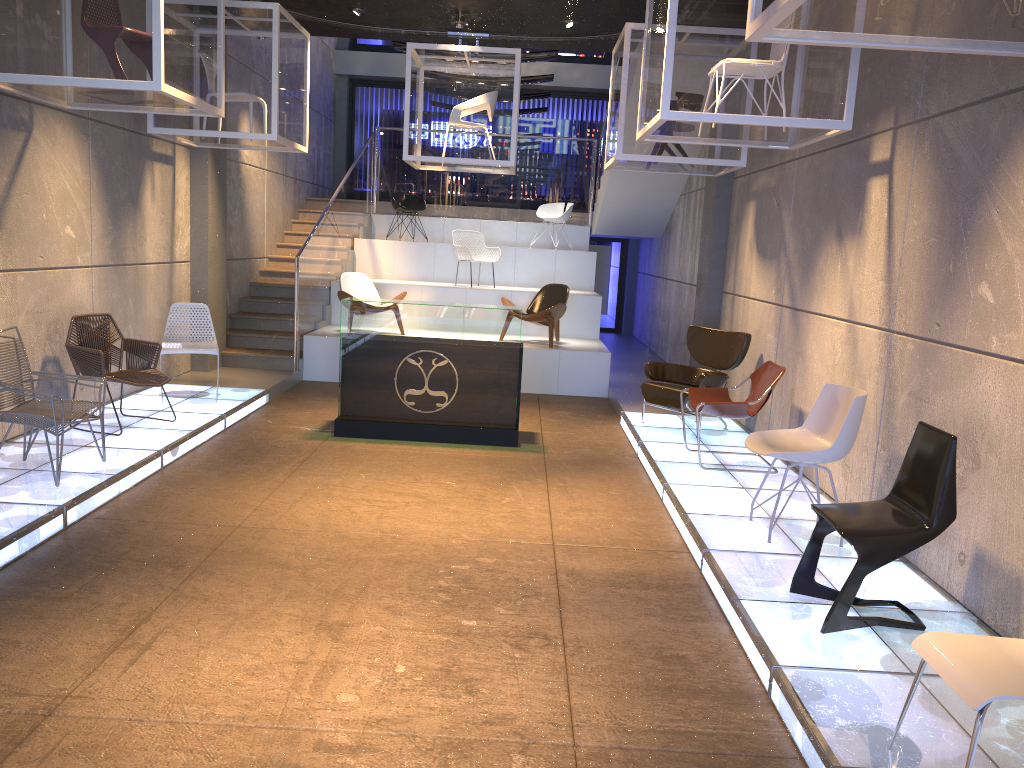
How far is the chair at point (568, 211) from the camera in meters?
14.2

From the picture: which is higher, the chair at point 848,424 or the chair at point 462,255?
the chair at point 462,255

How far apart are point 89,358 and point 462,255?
6.5m

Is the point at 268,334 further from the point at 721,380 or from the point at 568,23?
the point at 721,380

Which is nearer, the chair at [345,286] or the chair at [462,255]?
the chair at [345,286]

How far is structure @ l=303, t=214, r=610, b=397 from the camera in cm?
1068

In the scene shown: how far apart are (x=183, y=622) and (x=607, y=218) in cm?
1093

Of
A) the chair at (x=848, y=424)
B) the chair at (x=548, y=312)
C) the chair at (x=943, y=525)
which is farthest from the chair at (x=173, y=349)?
the chair at (x=943, y=525)

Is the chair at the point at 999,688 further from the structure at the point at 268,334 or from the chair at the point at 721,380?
the structure at the point at 268,334

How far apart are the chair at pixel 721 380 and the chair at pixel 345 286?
4.02m
